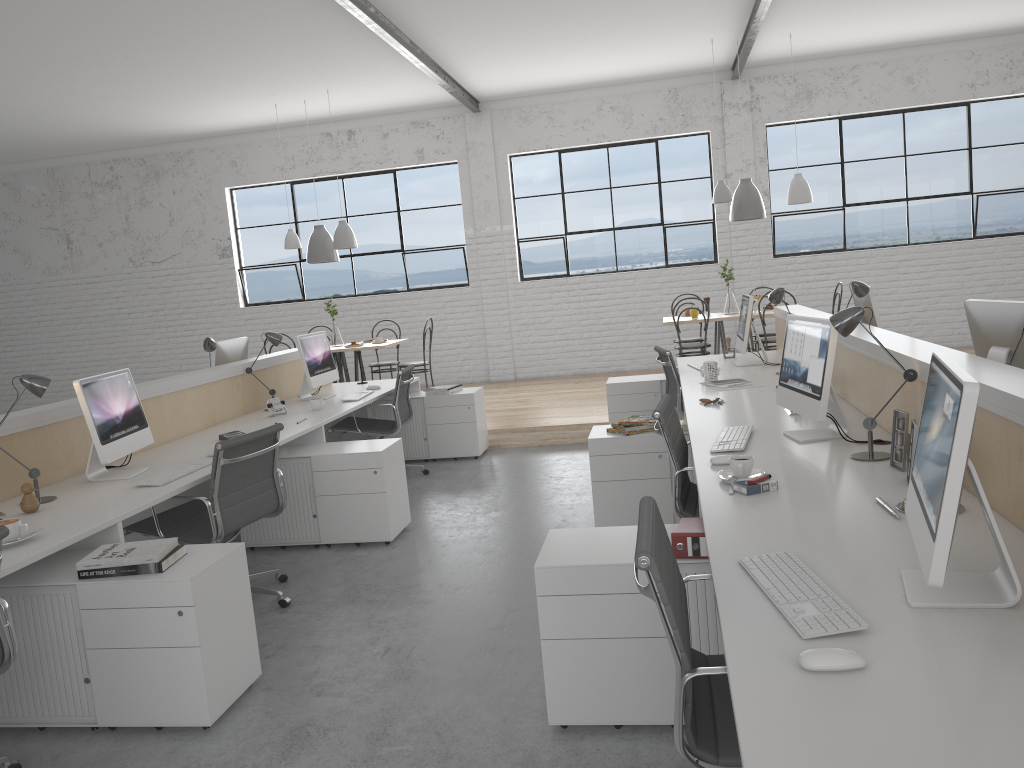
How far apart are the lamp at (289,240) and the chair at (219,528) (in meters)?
4.13

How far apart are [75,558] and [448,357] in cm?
597

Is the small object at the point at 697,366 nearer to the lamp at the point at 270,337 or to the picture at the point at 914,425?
the lamp at the point at 270,337

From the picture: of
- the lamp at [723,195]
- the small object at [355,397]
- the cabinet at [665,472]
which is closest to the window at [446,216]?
the lamp at [723,195]

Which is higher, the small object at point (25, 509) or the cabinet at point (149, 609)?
the small object at point (25, 509)

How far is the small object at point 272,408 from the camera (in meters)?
4.37

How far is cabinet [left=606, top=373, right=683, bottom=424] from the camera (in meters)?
5.12

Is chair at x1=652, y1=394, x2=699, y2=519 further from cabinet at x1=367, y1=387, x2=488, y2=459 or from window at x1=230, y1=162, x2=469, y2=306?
window at x1=230, y1=162, x2=469, y2=306

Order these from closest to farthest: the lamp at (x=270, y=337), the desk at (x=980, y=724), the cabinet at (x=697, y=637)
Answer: the desk at (x=980, y=724), the cabinet at (x=697, y=637), the lamp at (x=270, y=337)

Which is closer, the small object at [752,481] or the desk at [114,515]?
the small object at [752,481]
